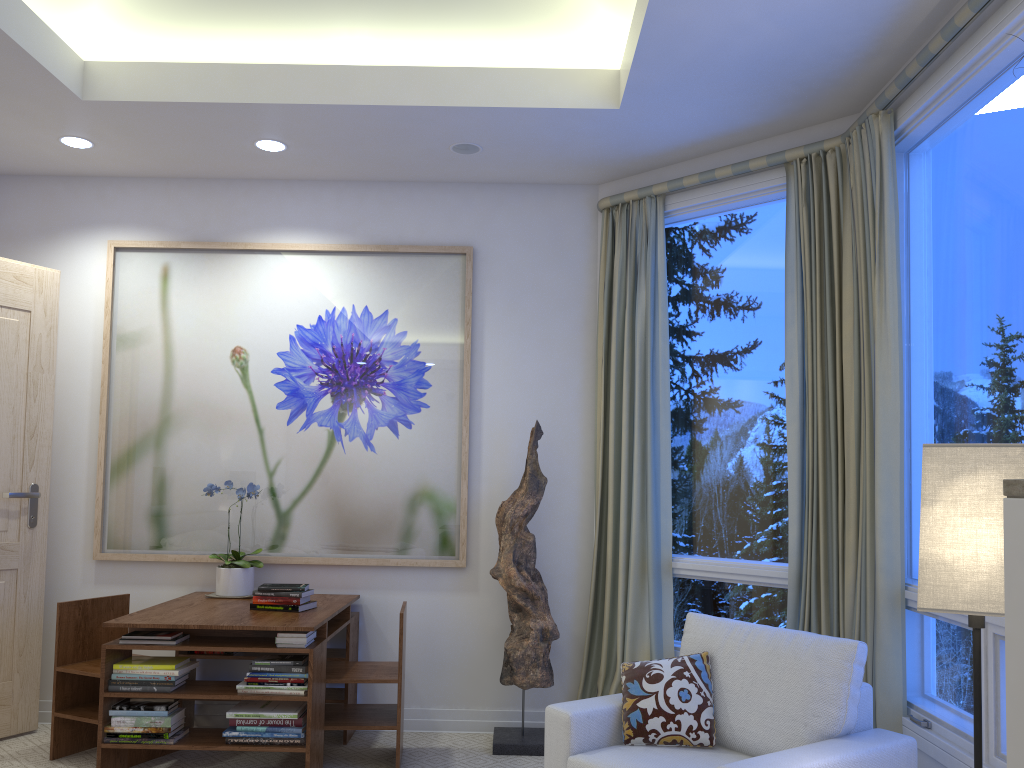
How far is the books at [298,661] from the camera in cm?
309

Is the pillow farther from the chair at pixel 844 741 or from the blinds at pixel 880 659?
the blinds at pixel 880 659

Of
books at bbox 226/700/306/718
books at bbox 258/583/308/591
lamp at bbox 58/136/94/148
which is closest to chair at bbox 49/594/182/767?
books at bbox 226/700/306/718

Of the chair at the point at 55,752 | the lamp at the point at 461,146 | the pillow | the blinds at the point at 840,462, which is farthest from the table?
the lamp at the point at 461,146

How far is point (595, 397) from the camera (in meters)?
3.99

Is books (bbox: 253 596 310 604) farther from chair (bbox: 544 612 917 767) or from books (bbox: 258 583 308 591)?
chair (bbox: 544 612 917 767)

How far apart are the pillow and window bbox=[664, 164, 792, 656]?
0.8m

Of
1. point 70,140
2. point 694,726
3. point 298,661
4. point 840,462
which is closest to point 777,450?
point 840,462

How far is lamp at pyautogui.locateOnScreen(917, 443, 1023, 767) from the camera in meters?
1.6 m

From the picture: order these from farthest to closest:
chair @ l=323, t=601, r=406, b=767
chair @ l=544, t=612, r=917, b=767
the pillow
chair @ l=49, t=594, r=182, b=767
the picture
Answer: the picture, chair @ l=49, t=594, r=182, b=767, chair @ l=323, t=601, r=406, b=767, the pillow, chair @ l=544, t=612, r=917, b=767
